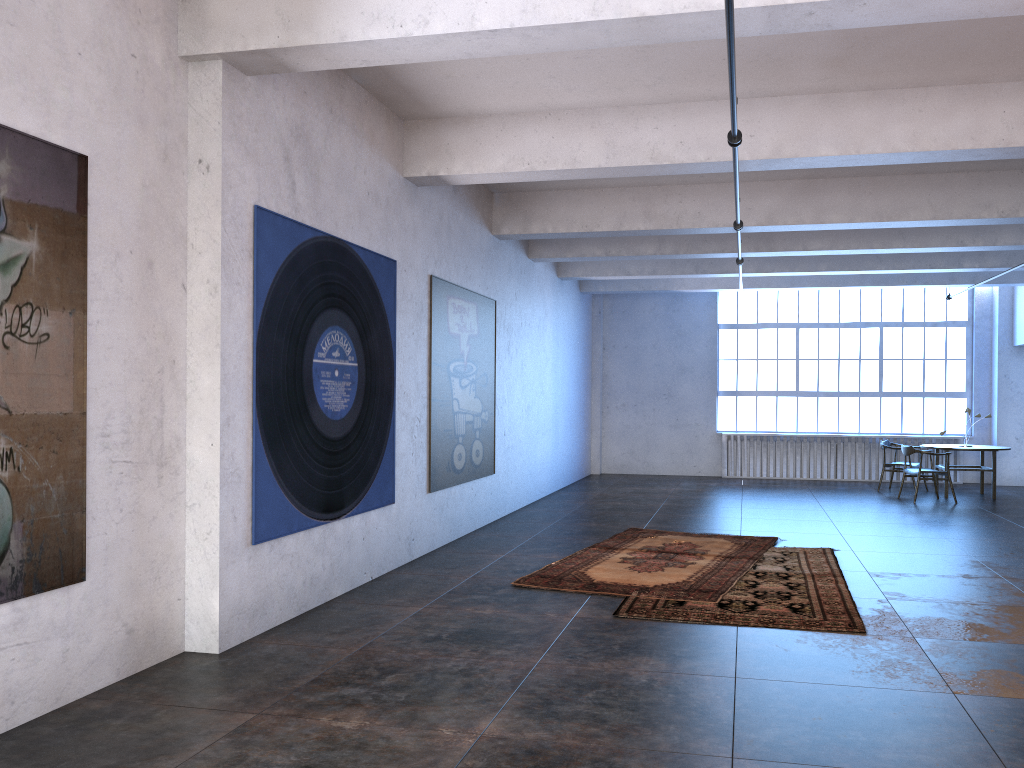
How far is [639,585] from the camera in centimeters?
697cm

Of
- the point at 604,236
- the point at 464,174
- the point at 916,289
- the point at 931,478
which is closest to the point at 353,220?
the point at 464,174

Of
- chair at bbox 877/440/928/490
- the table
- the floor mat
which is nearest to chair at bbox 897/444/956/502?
the table

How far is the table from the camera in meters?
13.3

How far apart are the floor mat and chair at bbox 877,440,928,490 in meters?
6.2 m

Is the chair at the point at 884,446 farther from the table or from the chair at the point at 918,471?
the chair at the point at 918,471

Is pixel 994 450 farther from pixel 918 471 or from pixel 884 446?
pixel 884 446

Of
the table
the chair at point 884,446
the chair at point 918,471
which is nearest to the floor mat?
the chair at point 918,471

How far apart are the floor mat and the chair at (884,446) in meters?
6.2 m

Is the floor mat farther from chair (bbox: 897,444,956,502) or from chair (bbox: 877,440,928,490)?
chair (bbox: 877,440,928,490)
